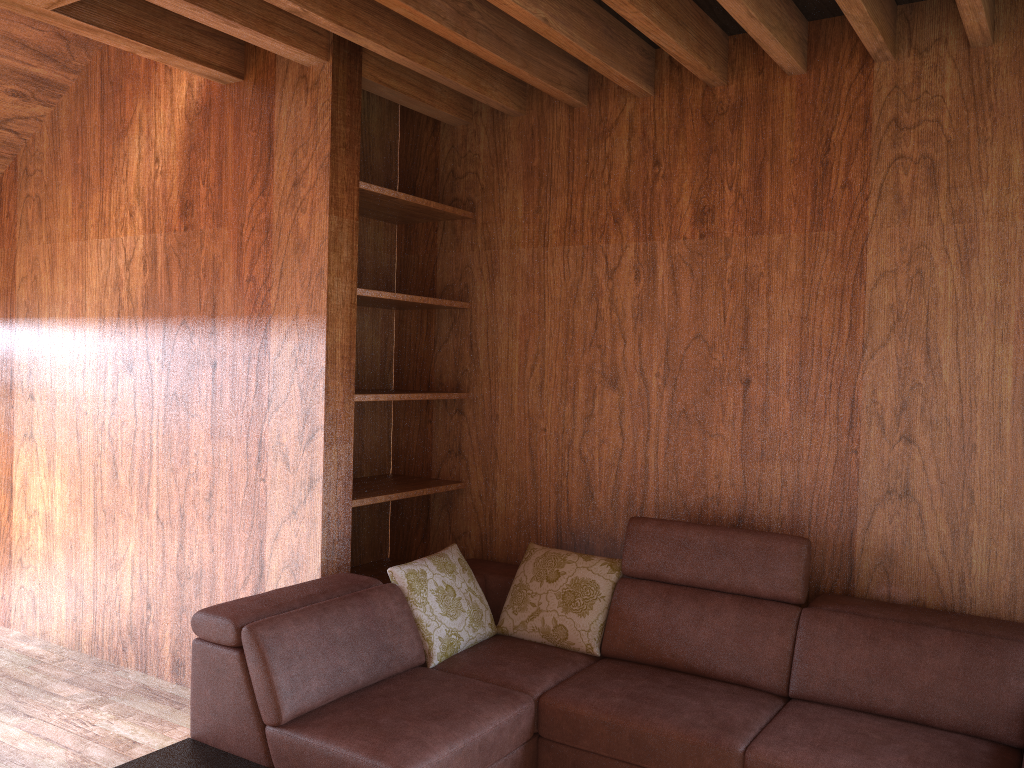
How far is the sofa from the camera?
2.3 meters

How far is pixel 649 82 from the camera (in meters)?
3.25

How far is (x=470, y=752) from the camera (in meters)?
2.34

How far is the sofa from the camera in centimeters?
234cm
